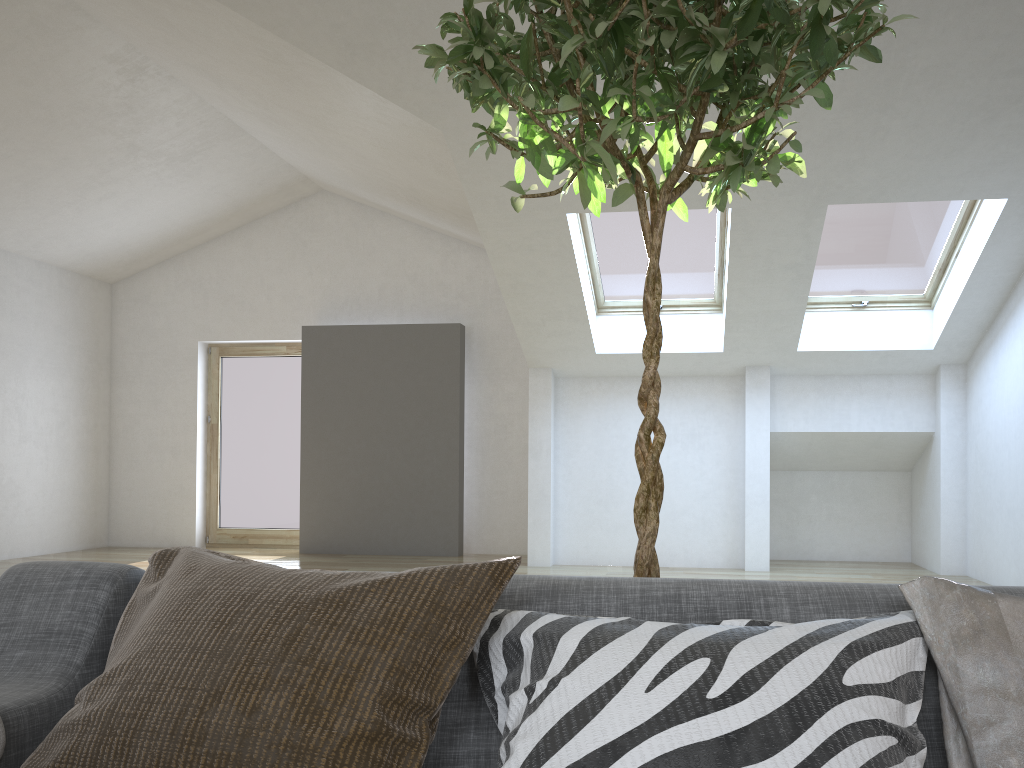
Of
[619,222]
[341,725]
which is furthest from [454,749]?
[619,222]

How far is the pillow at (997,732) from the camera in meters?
0.9 m

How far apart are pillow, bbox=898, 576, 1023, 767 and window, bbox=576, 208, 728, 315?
5.48m

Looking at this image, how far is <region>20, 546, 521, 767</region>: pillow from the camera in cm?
95

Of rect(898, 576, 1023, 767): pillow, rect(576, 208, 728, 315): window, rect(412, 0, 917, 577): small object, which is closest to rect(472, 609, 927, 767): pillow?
rect(898, 576, 1023, 767): pillow

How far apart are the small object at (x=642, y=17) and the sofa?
0.4 meters

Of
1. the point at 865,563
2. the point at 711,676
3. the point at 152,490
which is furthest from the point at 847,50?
the point at 152,490

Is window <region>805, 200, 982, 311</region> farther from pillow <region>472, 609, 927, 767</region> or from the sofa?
pillow <region>472, 609, 927, 767</region>

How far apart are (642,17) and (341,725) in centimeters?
112cm

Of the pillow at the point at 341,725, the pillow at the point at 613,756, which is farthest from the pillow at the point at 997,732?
the pillow at the point at 341,725
